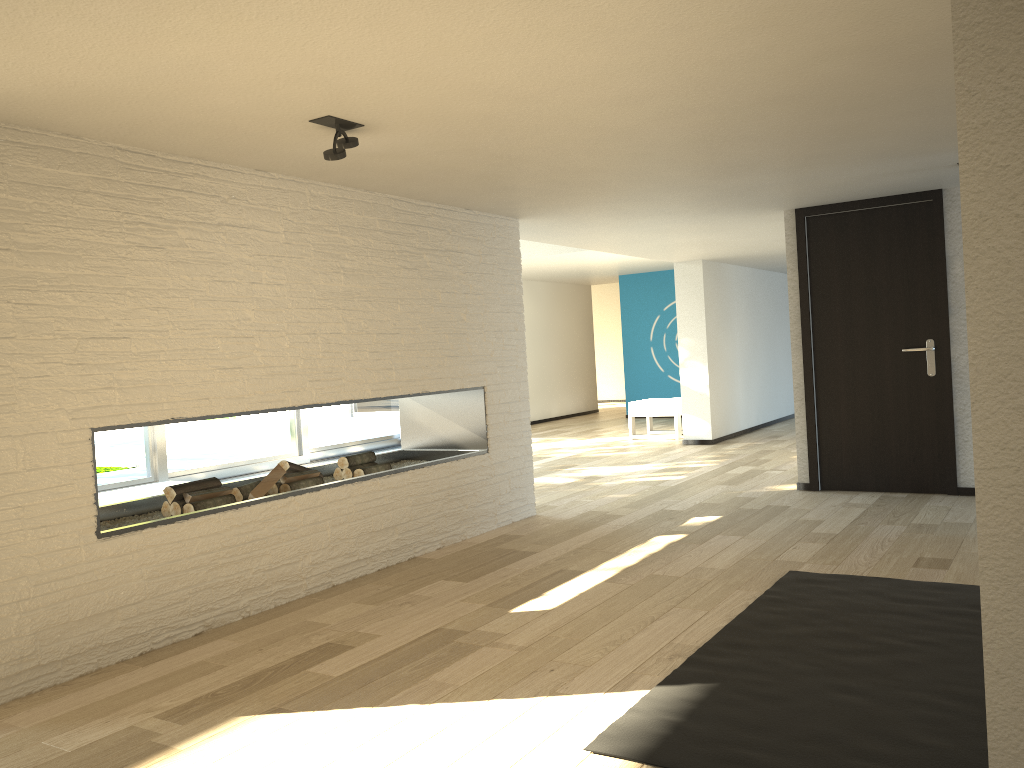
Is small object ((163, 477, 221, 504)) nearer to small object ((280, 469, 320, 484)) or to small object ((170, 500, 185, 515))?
small object ((170, 500, 185, 515))

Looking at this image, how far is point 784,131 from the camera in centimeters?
381cm

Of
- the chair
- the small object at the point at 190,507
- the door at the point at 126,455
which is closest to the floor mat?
the small object at the point at 190,507

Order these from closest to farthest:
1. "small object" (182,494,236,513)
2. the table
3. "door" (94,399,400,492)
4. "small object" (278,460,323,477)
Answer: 1. "small object" (182,494,236,513)
2. "small object" (278,460,323,477)
3. the table
4. "door" (94,399,400,492)

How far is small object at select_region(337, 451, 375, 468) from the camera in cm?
491

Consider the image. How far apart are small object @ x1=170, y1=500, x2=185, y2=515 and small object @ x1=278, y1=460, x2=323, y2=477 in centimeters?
66cm

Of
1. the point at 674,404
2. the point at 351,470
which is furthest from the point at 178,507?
the point at 674,404

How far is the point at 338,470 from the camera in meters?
4.9 m

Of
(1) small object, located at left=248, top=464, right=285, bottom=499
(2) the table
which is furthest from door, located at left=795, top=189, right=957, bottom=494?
(2) the table

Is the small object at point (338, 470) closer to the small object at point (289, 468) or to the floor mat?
the small object at point (289, 468)
